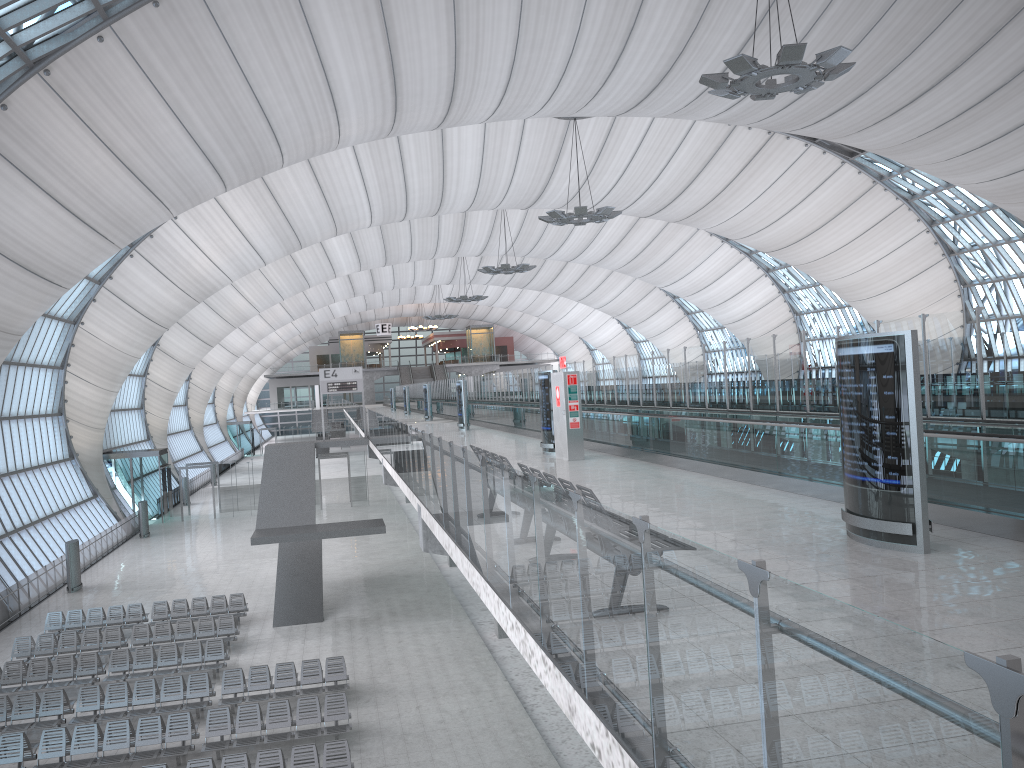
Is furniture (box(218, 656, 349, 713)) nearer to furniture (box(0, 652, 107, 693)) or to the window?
furniture (box(0, 652, 107, 693))

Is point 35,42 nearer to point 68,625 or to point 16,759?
point 68,625

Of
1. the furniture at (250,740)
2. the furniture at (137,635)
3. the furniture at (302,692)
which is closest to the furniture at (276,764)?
the furniture at (250,740)

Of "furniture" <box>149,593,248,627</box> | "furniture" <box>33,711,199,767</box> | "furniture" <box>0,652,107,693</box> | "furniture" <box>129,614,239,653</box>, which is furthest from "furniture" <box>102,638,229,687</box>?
"furniture" <box>33,711,199,767</box>

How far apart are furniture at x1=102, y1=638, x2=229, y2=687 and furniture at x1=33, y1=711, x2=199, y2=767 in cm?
360

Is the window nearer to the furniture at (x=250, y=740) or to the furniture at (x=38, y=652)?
the furniture at (x=38, y=652)

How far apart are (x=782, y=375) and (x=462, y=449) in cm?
827

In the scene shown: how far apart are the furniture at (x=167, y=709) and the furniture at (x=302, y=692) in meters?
0.3 m

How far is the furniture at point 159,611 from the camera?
25.7m

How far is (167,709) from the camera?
18.1 meters
